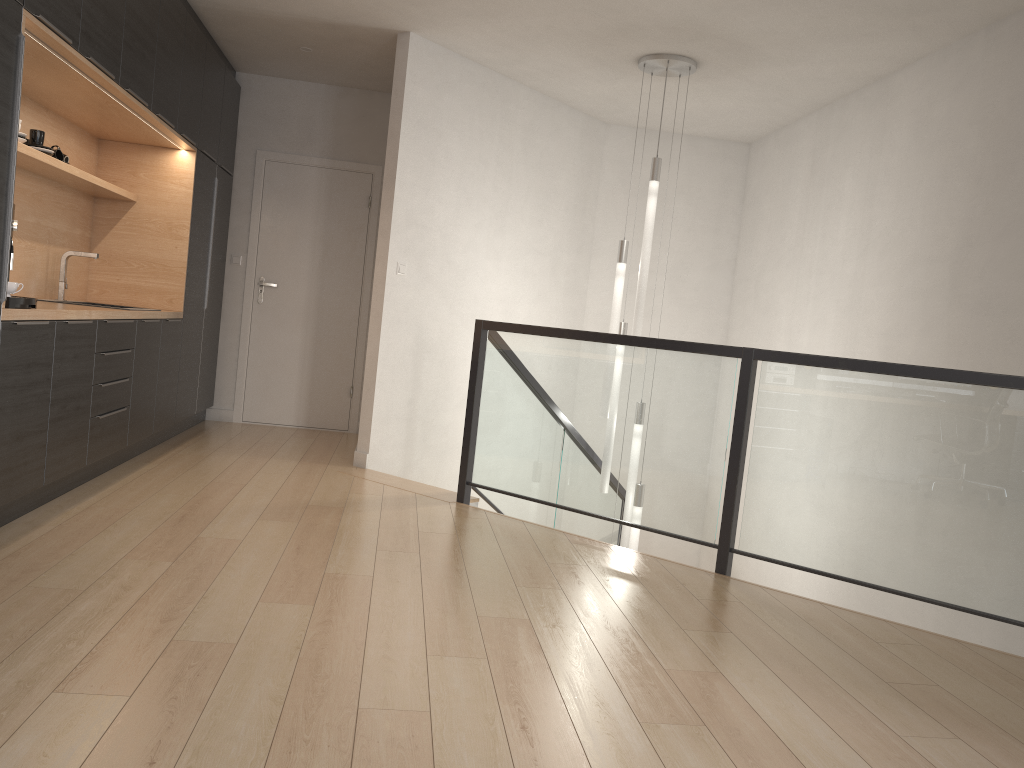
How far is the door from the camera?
6.9m

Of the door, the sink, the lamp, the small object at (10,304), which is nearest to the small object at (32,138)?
the sink

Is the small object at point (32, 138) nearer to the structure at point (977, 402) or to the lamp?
the structure at point (977, 402)

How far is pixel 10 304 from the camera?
3.3 meters

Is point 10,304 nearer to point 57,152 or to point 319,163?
point 57,152

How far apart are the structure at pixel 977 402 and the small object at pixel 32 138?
2.3 meters

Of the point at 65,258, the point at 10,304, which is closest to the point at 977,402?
the point at 10,304

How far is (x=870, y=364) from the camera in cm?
353

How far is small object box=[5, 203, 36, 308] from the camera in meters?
3.3

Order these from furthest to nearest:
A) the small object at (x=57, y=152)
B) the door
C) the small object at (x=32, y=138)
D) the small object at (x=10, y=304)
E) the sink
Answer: the door < the sink < the small object at (x=57, y=152) < the small object at (x=32, y=138) < the small object at (x=10, y=304)
